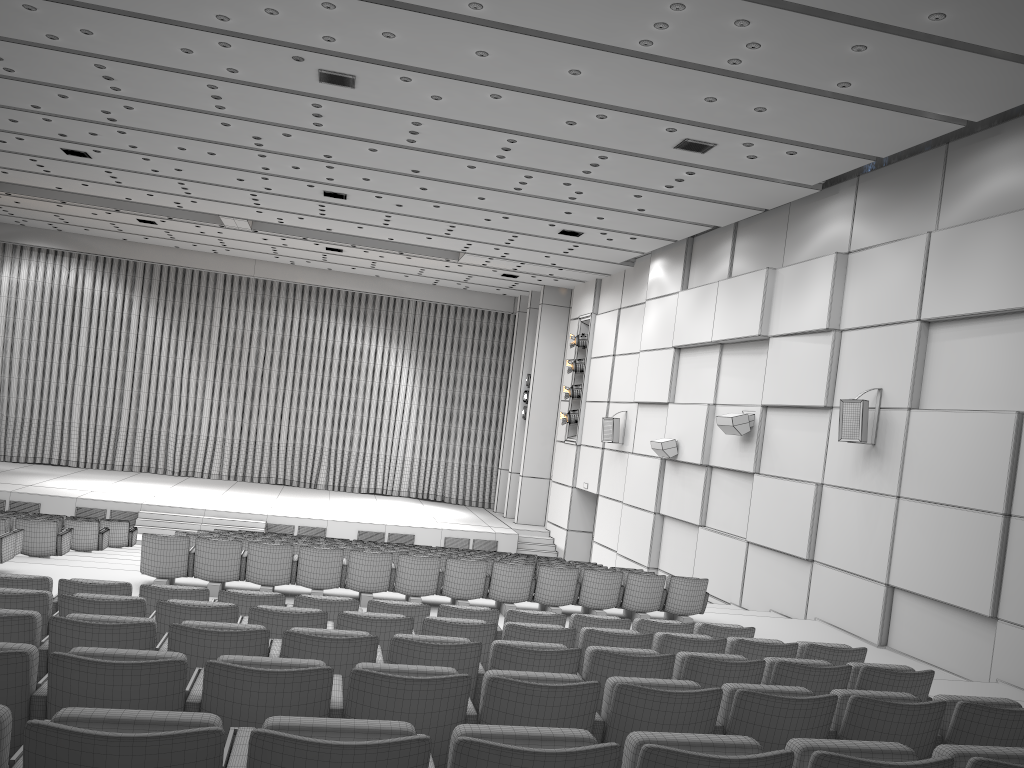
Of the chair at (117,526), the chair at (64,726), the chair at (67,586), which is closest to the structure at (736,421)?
the chair at (67,586)

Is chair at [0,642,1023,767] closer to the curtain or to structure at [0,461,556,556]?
structure at [0,461,556,556]

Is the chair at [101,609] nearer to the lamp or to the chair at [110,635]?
the chair at [110,635]

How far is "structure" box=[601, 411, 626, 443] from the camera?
19.25m

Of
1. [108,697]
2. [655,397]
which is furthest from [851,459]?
[108,697]

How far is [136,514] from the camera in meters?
19.9

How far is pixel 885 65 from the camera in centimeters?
863cm

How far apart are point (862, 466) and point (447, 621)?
7.6 meters

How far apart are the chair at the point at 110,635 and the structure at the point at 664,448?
11.2 meters

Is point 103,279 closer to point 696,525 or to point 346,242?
point 346,242
